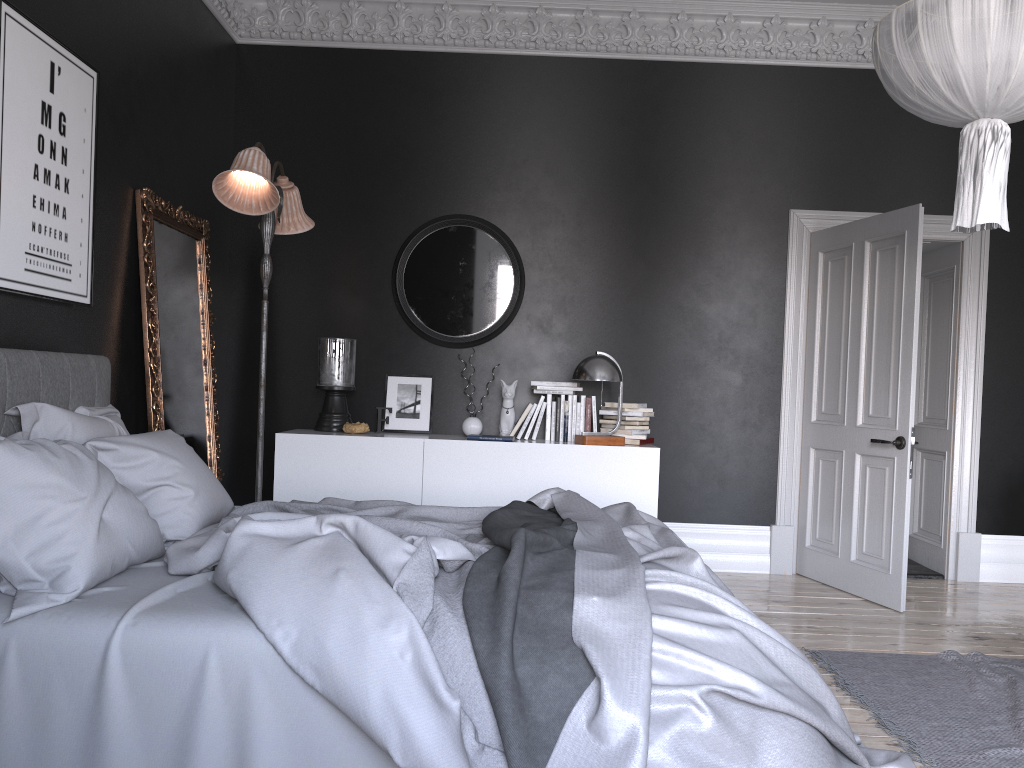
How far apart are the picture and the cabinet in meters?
1.7

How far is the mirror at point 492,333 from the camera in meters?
6.1

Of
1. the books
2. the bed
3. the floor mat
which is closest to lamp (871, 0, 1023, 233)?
the bed

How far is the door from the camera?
5.20m

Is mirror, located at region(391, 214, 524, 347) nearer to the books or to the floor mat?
the books

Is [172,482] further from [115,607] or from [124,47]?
[124,47]

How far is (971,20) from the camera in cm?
288

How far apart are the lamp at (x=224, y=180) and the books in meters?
2.1

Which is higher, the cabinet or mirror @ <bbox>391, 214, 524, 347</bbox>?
mirror @ <bbox>391, 214, 524, 347</bbox>

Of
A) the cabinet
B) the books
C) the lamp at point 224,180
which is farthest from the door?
the lamp at point 224,180
